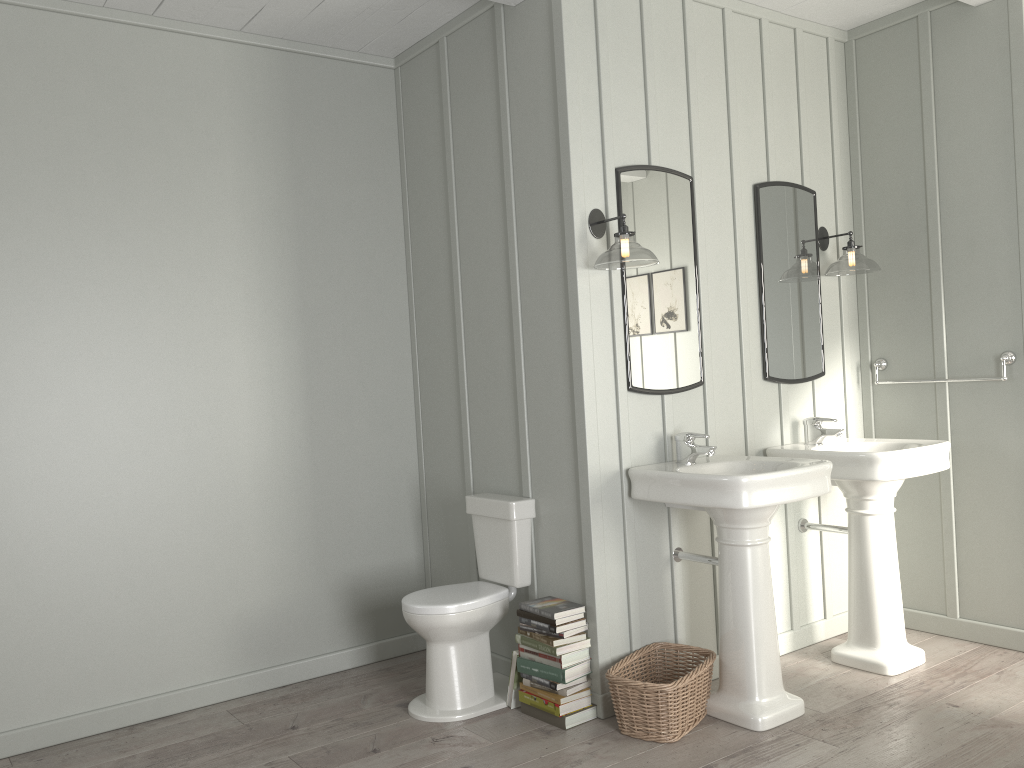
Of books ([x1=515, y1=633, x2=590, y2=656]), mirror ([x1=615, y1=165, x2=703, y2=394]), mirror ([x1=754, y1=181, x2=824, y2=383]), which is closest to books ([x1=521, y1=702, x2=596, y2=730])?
books ([x1=515, y1=633, x2=590, y2=656])

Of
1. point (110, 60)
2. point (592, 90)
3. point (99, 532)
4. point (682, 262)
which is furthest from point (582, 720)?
point (110, 60)

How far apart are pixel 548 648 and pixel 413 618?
0.5m

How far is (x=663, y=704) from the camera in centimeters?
297cm

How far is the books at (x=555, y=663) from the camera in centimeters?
316cm

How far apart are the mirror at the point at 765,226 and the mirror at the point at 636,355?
0.4m

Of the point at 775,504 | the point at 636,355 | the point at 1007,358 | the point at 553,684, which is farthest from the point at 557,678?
the point at 1007,358

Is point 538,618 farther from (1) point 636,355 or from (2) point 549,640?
(1) point 636,355

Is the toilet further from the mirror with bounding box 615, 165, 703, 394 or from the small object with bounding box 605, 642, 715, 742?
the mirror with bounding box 615, 165, 703, 394

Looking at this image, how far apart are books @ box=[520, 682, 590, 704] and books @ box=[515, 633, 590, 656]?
0.2m
